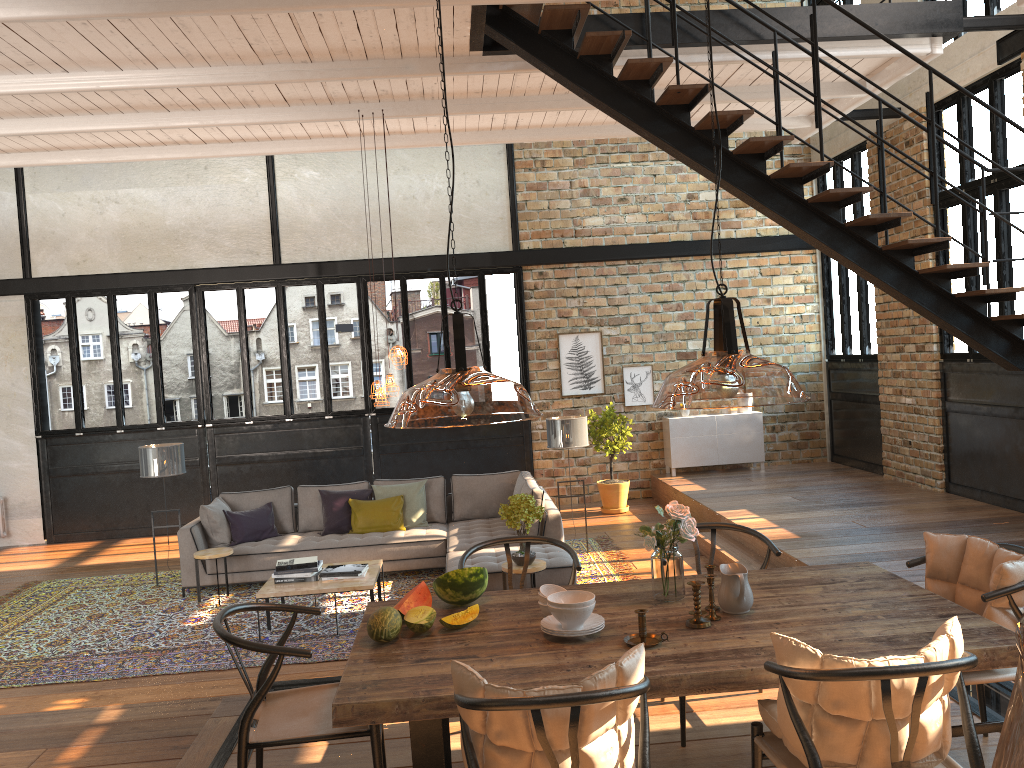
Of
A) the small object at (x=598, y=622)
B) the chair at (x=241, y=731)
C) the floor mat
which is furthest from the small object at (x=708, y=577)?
the floor mat

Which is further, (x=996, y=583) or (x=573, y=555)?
(x=573, y=555)

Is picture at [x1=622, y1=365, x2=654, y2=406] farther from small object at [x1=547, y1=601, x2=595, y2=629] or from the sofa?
small object at [x1=547, y1=601, x2=595, y2=629]

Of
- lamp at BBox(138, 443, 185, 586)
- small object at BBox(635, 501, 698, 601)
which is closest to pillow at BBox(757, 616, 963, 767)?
small object at BBox(635, 501, 698, 601)

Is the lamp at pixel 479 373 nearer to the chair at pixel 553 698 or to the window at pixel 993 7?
the chair at pixel 553 698

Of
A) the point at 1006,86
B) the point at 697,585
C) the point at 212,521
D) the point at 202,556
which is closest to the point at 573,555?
the point at 697,585

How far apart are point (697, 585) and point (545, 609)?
0.61m

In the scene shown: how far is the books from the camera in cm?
712

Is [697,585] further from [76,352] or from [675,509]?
[76,352]

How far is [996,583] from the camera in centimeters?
326cm
